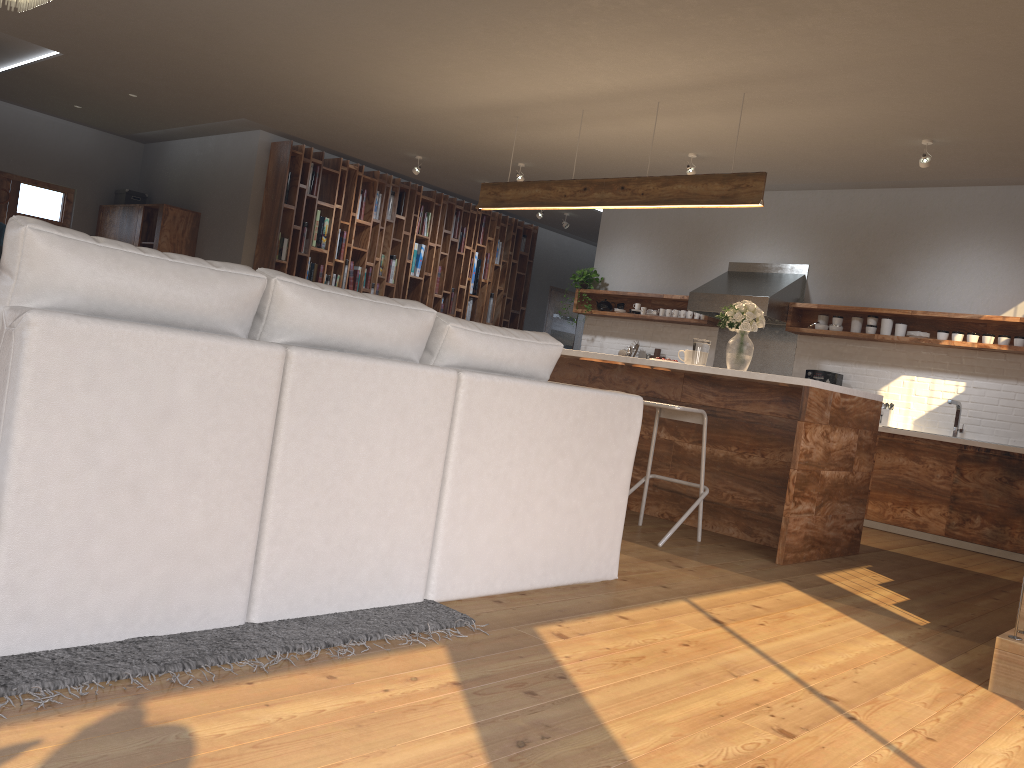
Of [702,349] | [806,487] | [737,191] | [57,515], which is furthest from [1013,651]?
[737,191]

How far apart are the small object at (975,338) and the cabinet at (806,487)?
2.1m

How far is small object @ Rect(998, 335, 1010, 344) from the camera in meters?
6.7 m

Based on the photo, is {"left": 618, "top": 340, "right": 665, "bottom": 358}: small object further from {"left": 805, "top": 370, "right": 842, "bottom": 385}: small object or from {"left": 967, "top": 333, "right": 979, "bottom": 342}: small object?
{"left": 967, "top": 333, "right": 979, "bottom": 342}: small object

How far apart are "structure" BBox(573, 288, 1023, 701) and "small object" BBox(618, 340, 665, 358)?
0.3m

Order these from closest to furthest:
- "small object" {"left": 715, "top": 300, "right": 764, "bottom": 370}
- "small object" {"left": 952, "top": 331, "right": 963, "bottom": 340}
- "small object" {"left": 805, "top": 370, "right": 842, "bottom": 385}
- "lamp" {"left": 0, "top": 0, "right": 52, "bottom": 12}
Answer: "lamp" {"left": 0, "top": 0, "right": 52, "bottom": 12} < "small object" {"left": 715, "top": 300, "right": 764, "bottom": 370} < "small object" {"left": 952, "top": 331, "right": 963, "bottom": 340} < "small object" {"left": 805, "top": 370, "right": 842, "bottom": 385}

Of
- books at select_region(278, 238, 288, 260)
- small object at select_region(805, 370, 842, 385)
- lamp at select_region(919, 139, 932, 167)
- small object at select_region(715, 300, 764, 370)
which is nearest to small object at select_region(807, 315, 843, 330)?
small object at select_region(805, 370, 842, 385)

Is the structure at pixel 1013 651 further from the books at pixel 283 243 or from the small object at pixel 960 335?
the books at pixel 283 243

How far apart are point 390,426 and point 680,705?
1.1m

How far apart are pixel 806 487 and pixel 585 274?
4.92m
